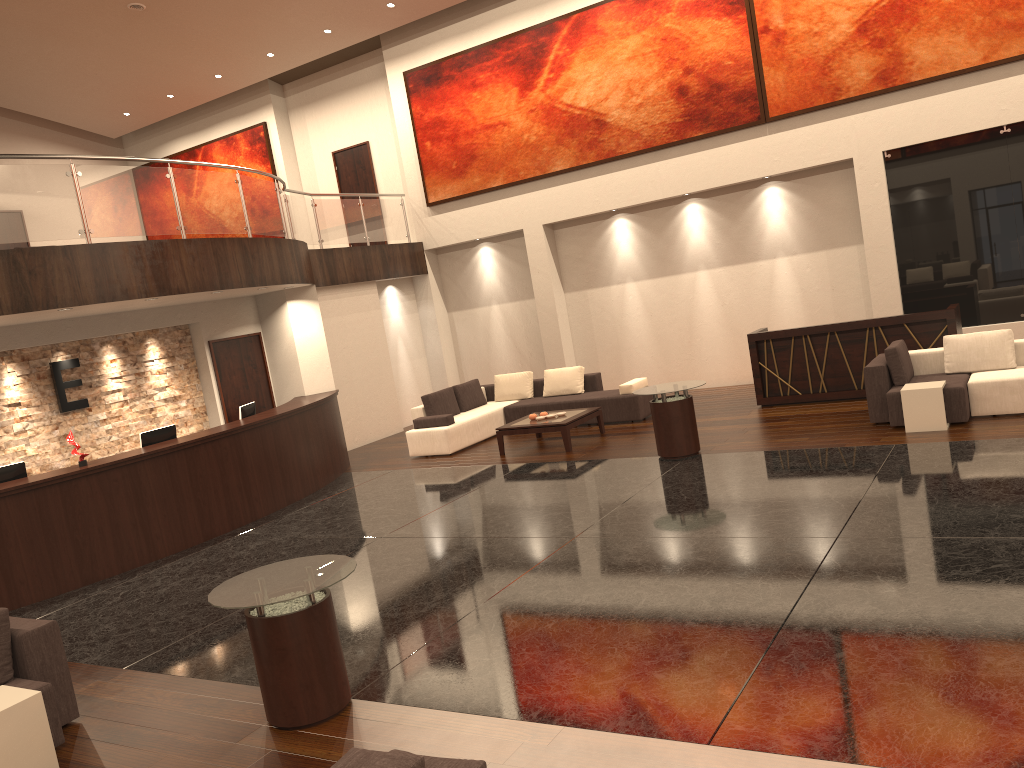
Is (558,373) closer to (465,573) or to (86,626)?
(465,573)

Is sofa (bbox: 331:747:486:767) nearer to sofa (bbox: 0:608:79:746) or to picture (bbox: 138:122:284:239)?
sofa (bbox: 0:608:79:746)

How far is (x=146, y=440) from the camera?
10.18m

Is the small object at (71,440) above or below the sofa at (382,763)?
above

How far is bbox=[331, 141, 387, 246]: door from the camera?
18.0m

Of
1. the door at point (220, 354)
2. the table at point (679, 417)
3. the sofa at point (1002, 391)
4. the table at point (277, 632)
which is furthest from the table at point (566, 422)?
the table at point (277, 632)

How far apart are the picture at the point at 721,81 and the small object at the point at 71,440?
9.04m

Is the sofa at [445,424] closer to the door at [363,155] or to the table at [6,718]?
the door at [363,155]

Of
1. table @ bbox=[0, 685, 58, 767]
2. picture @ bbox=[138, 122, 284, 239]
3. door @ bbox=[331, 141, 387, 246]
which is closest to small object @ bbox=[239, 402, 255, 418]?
table @ bbox=[0, 685, 58, 767]

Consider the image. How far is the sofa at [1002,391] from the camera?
9.3 meters
